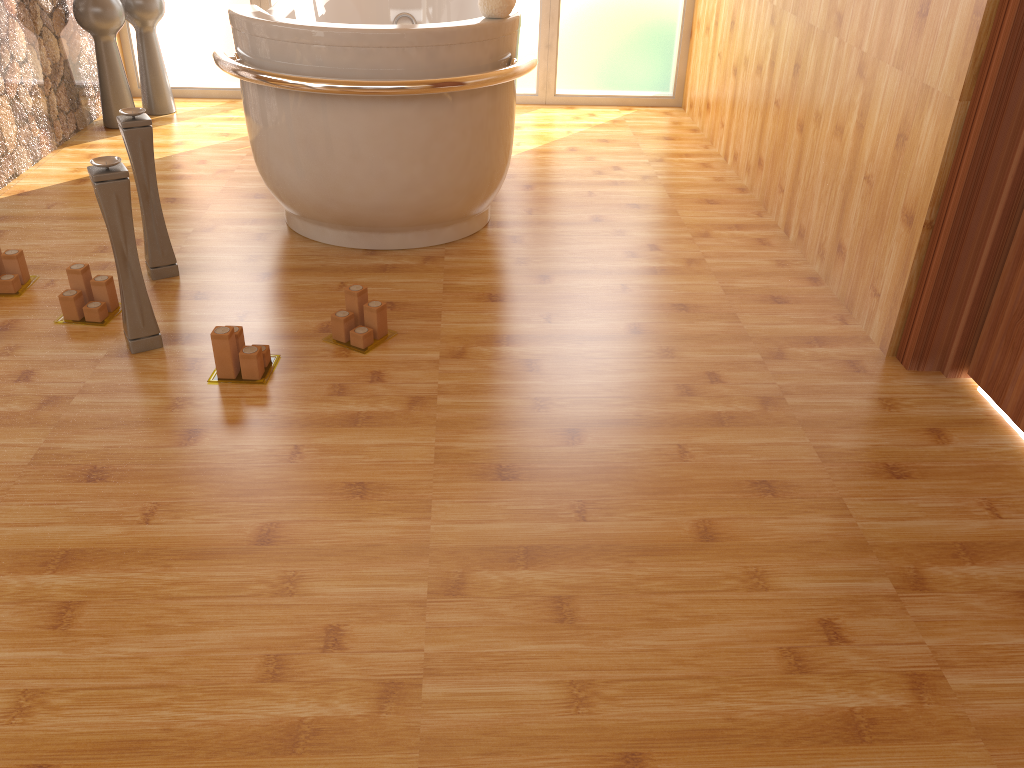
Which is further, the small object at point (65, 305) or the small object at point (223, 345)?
the small object at point (65, 305)

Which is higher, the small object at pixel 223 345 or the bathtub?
the bathtub

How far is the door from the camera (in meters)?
2.01

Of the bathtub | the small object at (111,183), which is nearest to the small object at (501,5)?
A: the bathtub

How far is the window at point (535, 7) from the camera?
4.3 meters

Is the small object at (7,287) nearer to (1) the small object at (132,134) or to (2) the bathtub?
(1) the small object at (132,134)

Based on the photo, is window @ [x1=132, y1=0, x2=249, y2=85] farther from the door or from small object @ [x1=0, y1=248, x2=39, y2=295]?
the door

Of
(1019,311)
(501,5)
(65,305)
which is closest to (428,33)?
(501,5)

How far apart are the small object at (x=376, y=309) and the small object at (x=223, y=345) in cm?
16

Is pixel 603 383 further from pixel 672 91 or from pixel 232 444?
pixel 672 91
